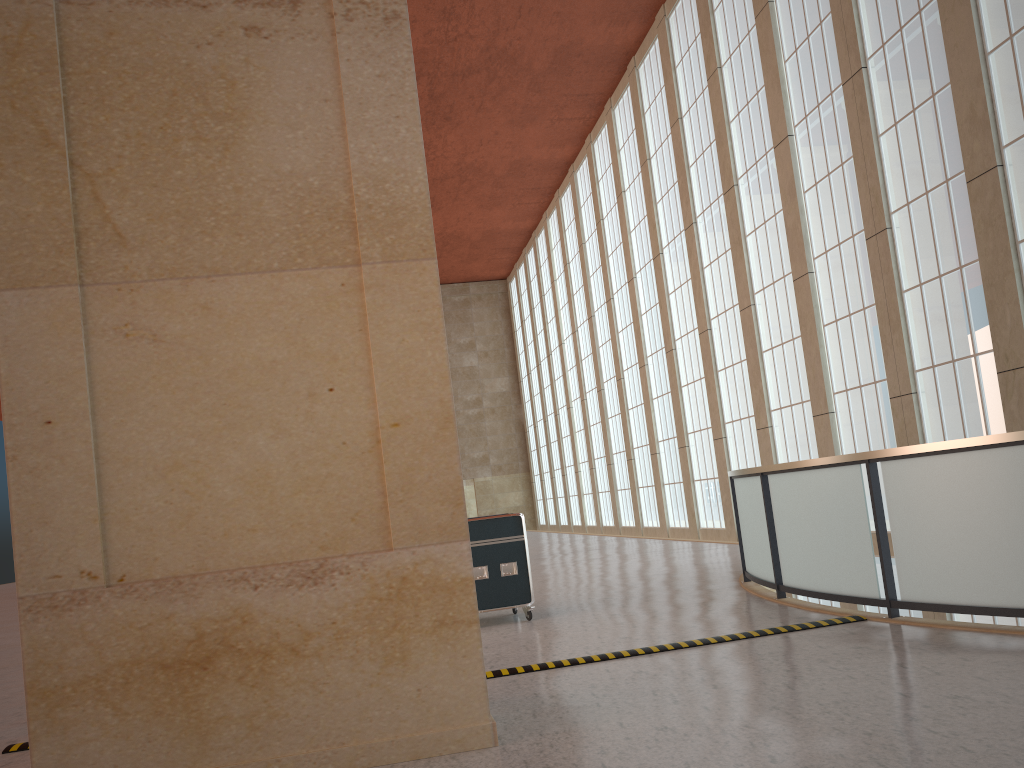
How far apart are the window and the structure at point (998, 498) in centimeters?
586cm

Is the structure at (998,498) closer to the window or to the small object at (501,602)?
the small object at (501,602)

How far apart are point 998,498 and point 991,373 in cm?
943

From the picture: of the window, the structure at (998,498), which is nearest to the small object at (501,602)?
the structure at (998,498)

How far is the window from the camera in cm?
1619

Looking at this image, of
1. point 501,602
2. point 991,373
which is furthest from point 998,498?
point 991,373

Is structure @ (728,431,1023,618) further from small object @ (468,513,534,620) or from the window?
the window

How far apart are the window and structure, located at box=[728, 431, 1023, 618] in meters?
5.9

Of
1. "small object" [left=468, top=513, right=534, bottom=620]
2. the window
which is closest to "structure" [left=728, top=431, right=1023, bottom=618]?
"small object" [left=468, top=513, right=534, bottom=620]

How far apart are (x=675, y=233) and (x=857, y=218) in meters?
11.2
